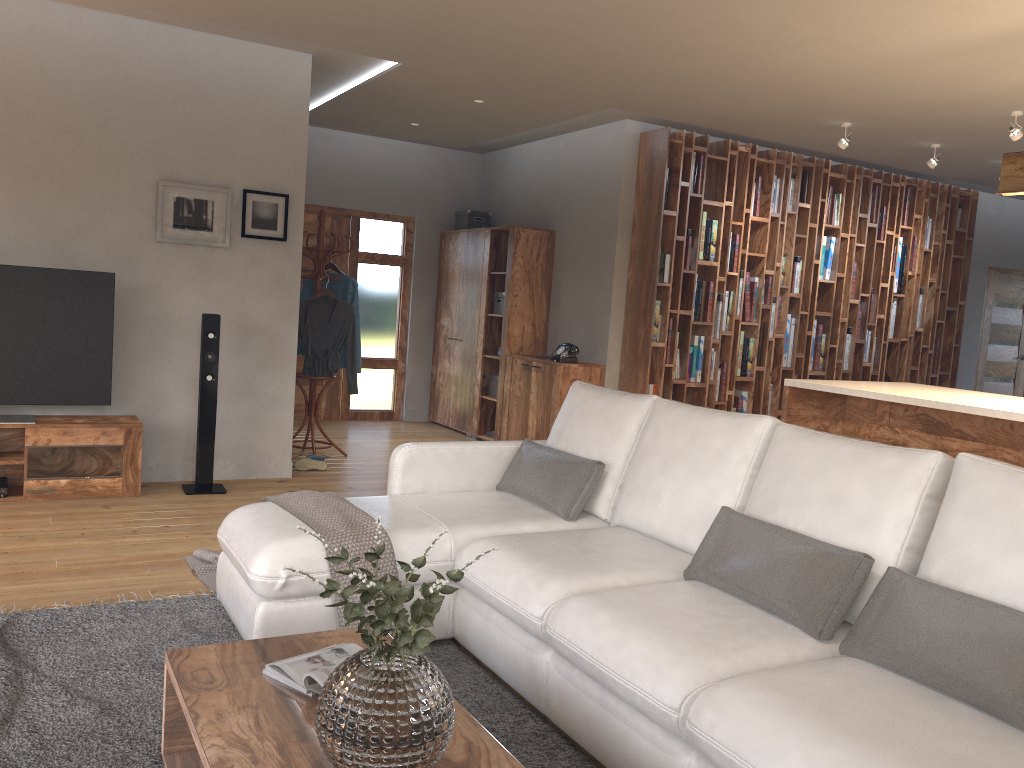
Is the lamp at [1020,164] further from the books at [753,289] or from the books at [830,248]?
the books at [830,248]

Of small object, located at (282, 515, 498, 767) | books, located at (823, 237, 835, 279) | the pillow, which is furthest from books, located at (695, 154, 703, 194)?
small object, located at (282, 515, 498, 767)

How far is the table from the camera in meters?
1.9 m

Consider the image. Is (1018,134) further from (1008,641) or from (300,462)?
(300,462)

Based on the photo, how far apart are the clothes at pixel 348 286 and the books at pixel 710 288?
2.8 meters

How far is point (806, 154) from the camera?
7.9 meters

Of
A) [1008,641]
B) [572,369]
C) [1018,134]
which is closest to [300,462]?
[572,369]

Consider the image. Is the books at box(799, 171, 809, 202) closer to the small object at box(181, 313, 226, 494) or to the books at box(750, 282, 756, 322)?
the books at box(750, 282, 756, 322)

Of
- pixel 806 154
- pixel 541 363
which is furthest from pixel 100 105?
pixel 806 154

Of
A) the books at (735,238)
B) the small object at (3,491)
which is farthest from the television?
the books at (735,238)
